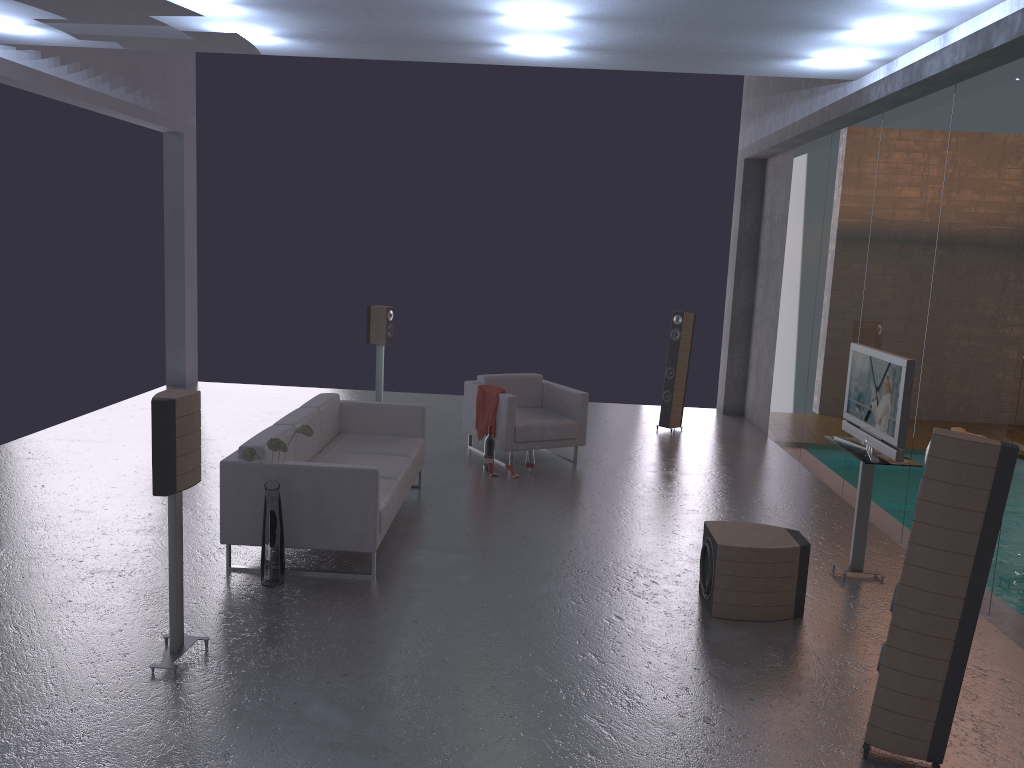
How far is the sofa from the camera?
5.6m

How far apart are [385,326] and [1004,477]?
7.9m

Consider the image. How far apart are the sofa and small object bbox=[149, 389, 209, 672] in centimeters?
107cm

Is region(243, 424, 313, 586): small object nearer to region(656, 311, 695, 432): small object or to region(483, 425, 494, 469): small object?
region(483, 425, 494, 469): small object

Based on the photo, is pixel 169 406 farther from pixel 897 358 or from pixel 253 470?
pixel 897 358

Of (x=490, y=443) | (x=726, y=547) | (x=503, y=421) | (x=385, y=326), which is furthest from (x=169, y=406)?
(x=385, y=326)

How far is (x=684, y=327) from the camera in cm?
1071

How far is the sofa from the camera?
5.6m

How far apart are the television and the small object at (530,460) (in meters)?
3.09

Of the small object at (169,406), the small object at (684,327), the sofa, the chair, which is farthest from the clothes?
the small object at (169,406)
